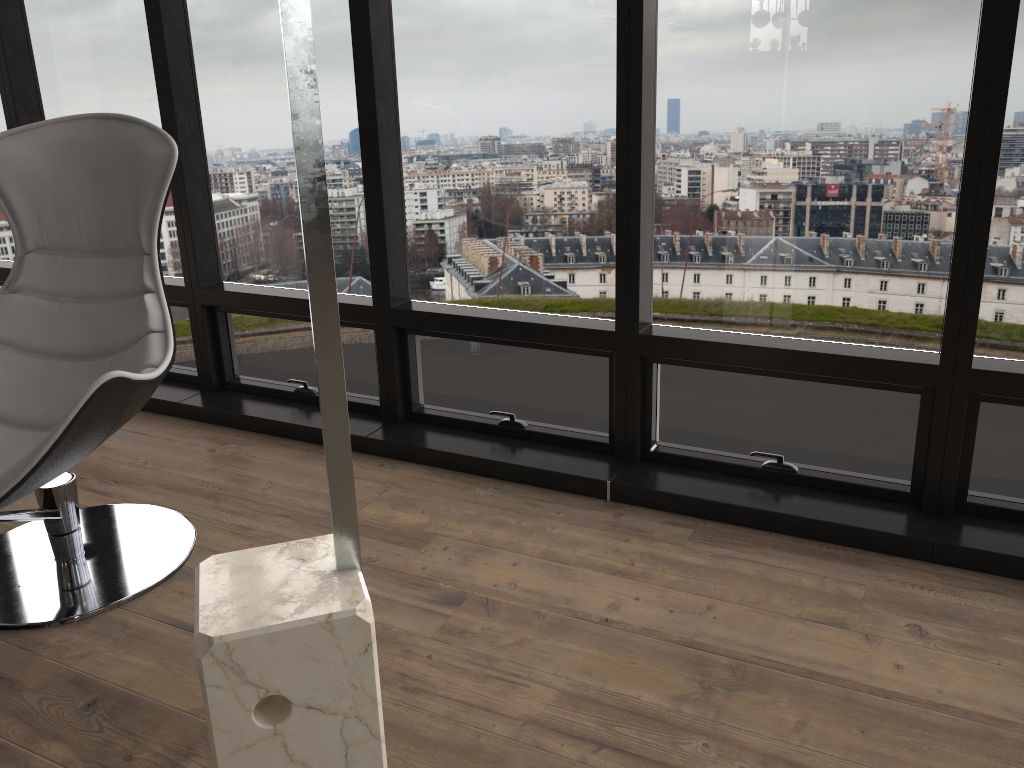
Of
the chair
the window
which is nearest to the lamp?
the chair

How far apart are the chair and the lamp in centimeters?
66cm

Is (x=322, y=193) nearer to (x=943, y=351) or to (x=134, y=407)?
(x=134, y=407)

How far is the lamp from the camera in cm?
110

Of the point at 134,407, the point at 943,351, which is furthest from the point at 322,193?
the point at 943,351

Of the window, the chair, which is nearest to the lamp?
the chair

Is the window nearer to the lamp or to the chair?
the chair

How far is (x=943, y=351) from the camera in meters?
2.2

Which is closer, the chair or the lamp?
the lamp

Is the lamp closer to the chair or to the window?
the chair
